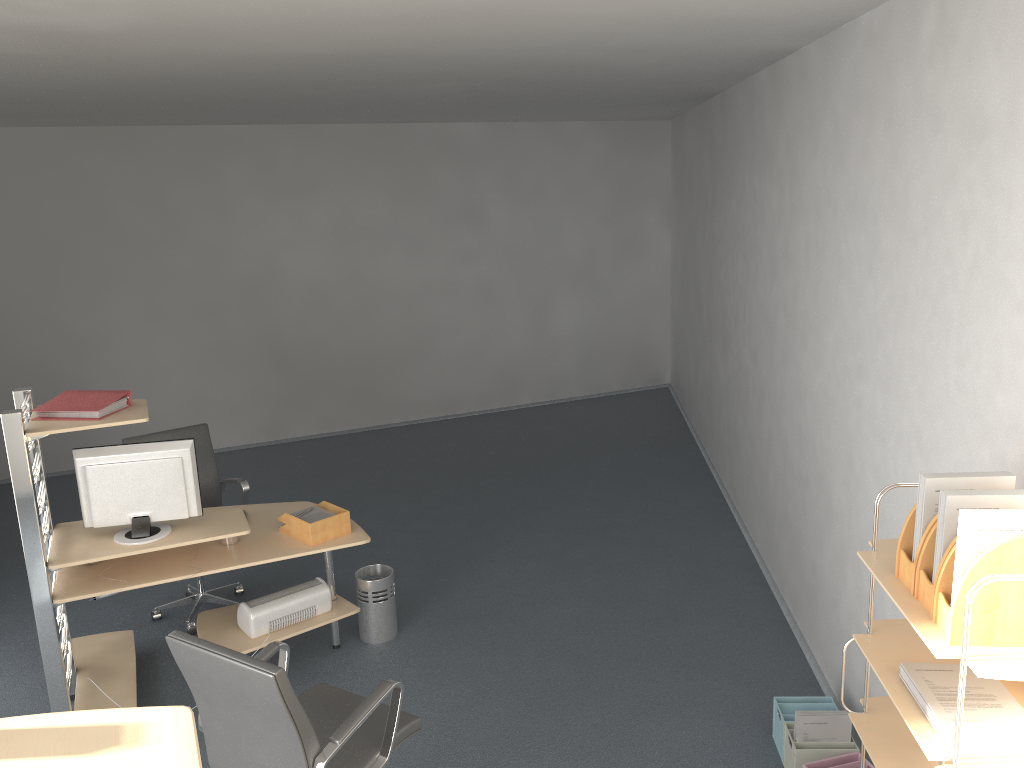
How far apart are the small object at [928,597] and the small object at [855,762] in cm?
157

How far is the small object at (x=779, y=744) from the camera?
3.7m

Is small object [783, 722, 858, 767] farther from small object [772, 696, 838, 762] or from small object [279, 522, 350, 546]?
small object [279, 522, 350, 546]

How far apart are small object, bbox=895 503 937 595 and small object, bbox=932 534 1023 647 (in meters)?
0.14

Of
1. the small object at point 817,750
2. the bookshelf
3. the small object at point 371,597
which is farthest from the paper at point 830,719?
the small object at point 371,597

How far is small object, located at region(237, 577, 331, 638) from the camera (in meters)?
4.29

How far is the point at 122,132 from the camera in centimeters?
761cm

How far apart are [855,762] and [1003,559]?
1.9 meters

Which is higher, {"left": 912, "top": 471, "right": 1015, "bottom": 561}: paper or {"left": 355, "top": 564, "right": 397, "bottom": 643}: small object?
{"left": 912, "top": 471, "right": 1015, "bottom": 561}: paper

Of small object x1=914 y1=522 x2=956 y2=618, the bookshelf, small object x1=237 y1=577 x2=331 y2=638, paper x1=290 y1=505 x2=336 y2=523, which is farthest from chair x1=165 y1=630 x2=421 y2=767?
small object x1=914 y1=522 x2=956 y2=618
